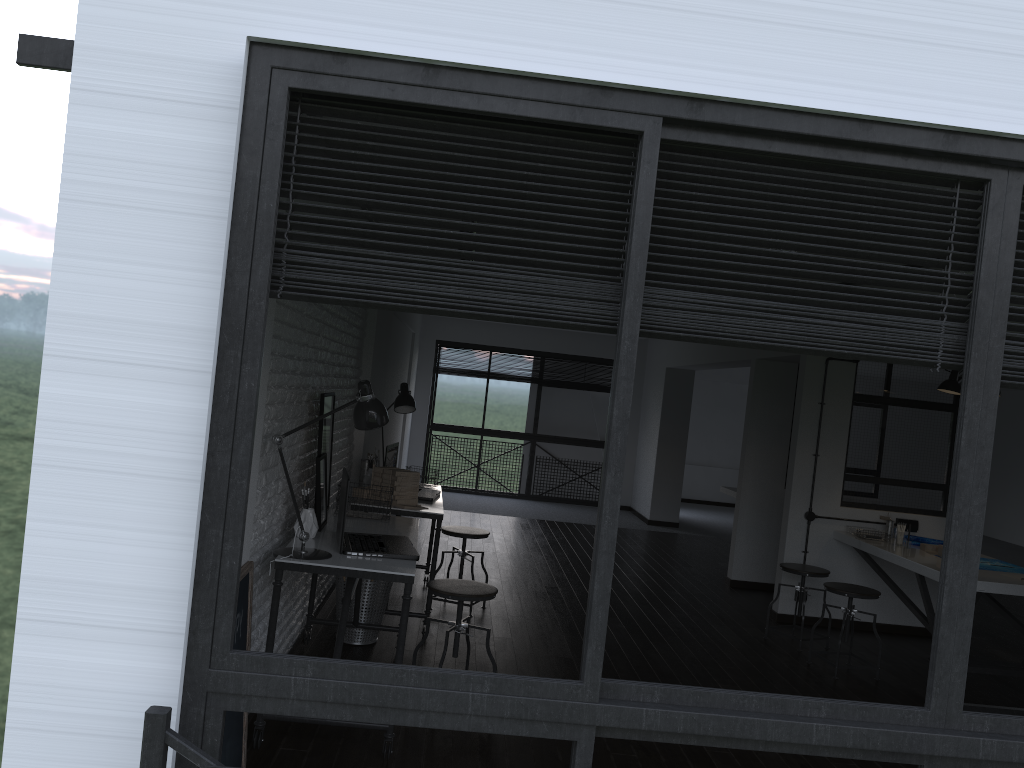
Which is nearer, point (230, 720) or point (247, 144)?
point (247, 144)

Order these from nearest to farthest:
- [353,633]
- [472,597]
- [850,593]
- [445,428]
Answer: [472,597] < [353,633] < [850,593] < [445,428]

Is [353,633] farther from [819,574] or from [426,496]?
[819,574]

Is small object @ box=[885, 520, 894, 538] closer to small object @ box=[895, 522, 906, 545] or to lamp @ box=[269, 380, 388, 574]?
small object @ box=[895, 522, 906, 545]

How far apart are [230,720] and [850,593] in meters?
3.7

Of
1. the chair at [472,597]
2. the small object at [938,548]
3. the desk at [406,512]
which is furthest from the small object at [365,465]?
the small object at [938,548]

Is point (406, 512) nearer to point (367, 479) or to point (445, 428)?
point (367, 479)

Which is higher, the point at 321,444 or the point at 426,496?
the point at 321,444

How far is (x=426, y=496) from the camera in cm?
552

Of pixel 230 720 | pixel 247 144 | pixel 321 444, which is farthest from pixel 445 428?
pixel 247 144
